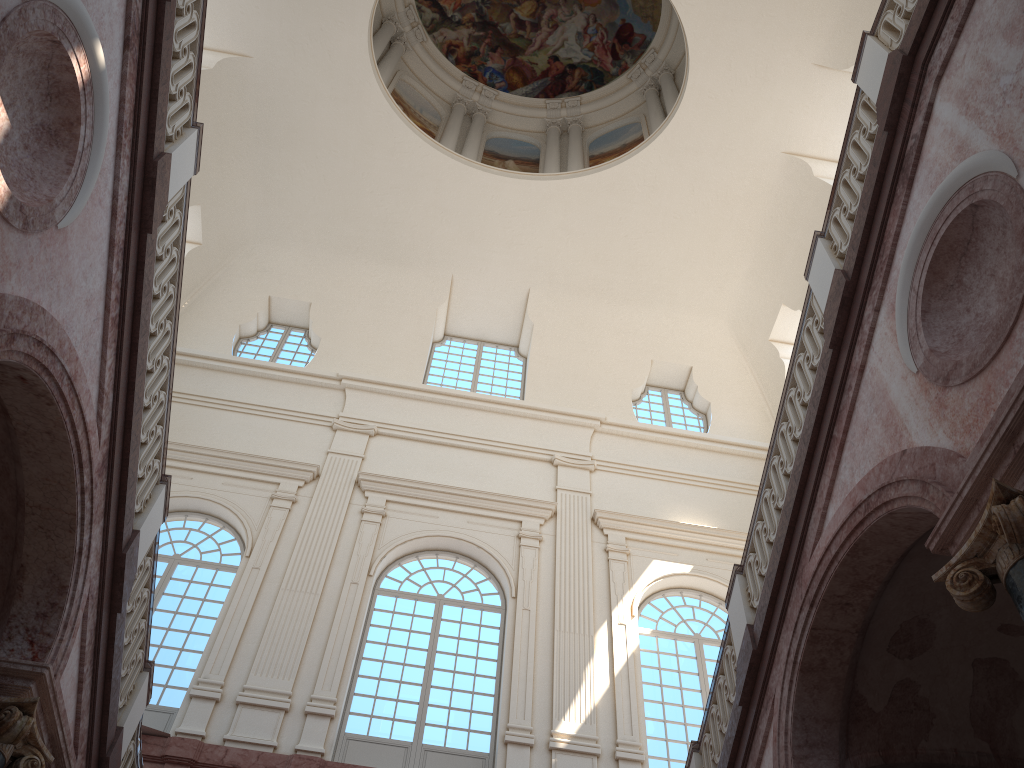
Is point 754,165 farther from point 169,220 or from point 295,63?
point 169,220
